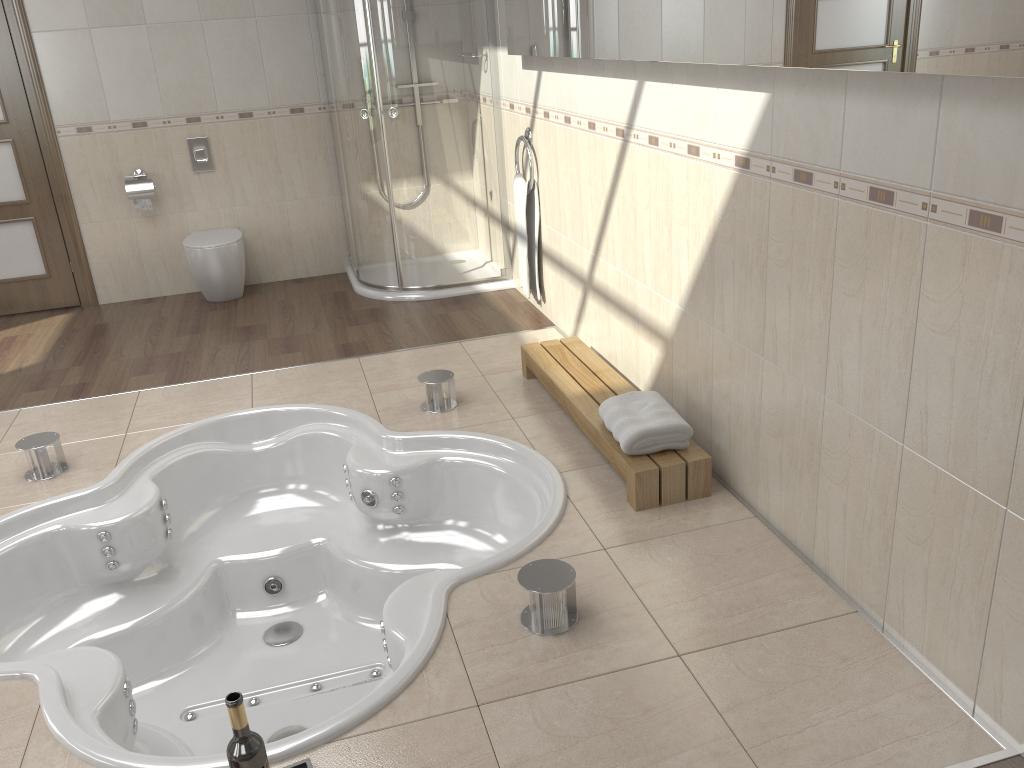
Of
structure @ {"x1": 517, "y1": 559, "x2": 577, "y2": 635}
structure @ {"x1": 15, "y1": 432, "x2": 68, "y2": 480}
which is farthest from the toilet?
structure @ {"x1": 517, "y1": 559, "x2": 577, "y2": 635}

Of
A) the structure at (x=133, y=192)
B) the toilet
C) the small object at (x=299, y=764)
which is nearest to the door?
the structure at (x=133, y=192)

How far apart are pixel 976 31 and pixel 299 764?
1.9m

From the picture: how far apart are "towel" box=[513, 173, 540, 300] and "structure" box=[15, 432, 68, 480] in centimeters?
231cm

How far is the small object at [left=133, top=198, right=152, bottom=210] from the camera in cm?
522

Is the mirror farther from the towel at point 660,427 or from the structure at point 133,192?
the structure at point 133,192

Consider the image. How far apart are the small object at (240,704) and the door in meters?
4.5 m

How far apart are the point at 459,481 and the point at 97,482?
1.3m

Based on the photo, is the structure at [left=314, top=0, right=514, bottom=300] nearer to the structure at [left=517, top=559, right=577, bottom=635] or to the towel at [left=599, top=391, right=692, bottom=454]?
the towel at [left=599, top=391, right=692, bottom=454]

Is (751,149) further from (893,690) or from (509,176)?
(509,176)
